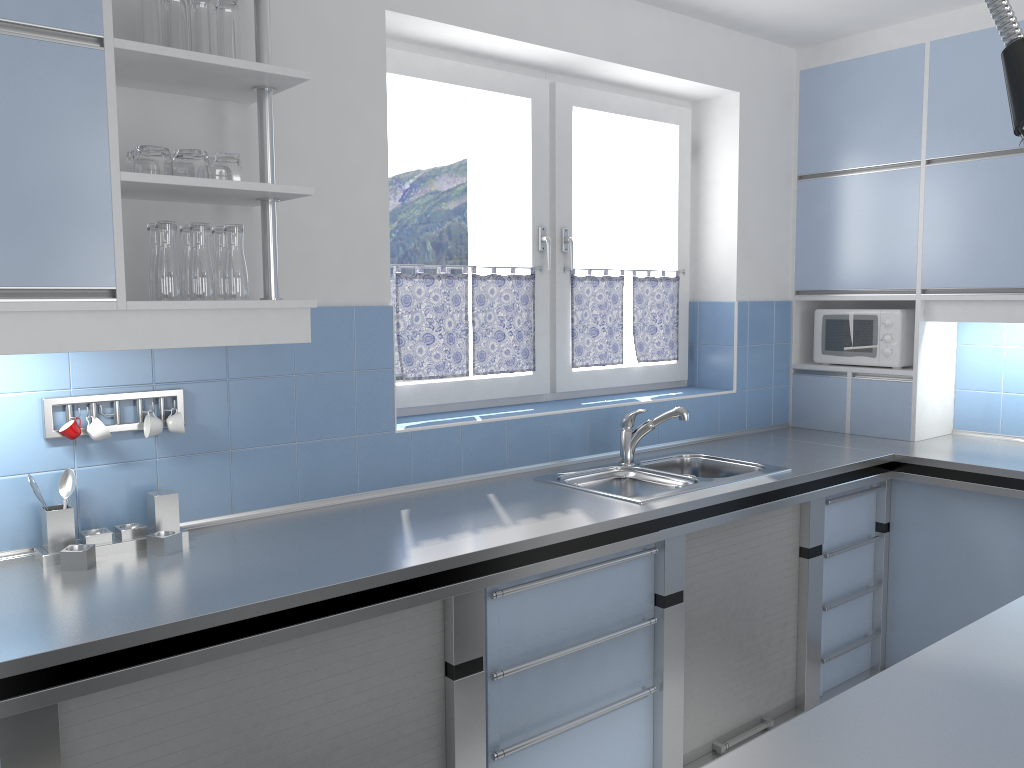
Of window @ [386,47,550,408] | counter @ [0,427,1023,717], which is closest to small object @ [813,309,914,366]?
counter @ [0,427,1023,717]

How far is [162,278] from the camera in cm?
206

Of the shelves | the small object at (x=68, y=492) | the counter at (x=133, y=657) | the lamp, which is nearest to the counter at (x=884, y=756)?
the lamp

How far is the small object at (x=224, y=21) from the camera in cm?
215

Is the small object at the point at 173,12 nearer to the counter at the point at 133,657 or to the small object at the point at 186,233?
the small object at the point at 186,233

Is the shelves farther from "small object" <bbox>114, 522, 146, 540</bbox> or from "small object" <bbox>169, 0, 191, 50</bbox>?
"small object" <bbox>114, 522, 146, 540</bbox>

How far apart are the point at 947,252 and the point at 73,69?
3.22m

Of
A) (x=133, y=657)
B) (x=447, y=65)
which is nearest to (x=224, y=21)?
(x=447, y=65)

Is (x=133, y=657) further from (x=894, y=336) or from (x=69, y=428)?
(x=894, y=336)

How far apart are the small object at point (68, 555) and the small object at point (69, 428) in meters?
0.3
